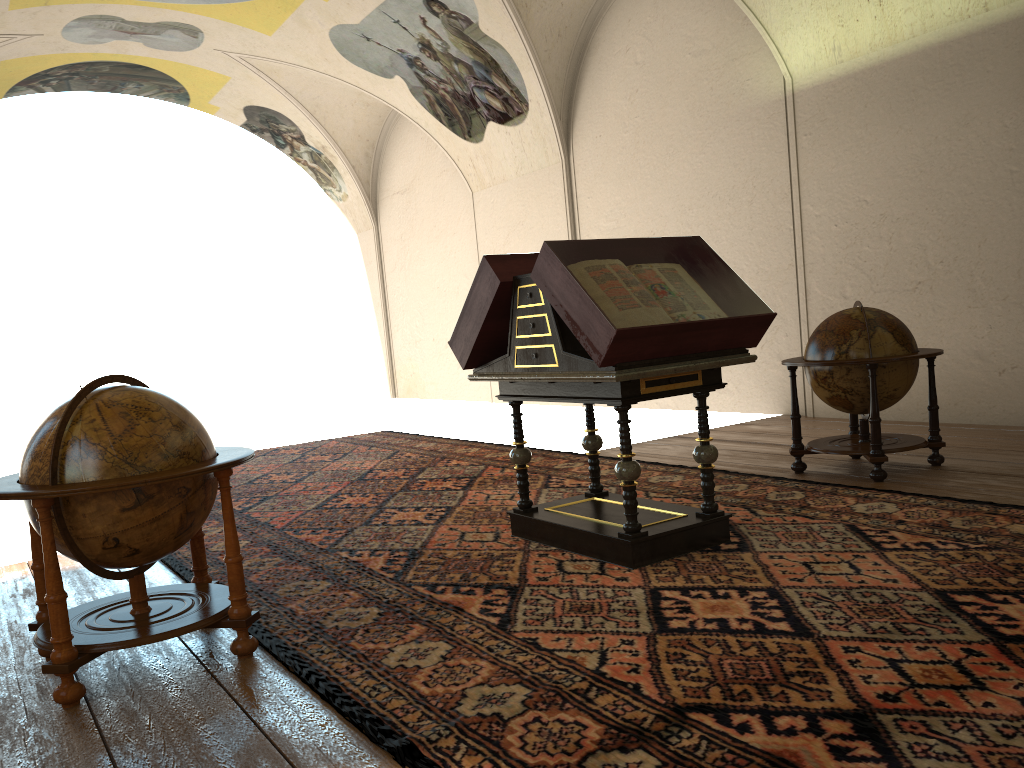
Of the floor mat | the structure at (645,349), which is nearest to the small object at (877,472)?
the floor mat

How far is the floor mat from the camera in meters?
3.1

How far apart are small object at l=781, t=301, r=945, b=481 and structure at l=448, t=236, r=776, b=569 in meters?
1.9

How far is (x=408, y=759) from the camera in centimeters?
308cm

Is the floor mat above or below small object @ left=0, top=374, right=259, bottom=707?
below

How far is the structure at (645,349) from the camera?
4.95m

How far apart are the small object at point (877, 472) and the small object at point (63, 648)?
4.6 meters

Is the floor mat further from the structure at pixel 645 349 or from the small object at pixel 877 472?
the small object at pixel 877 472

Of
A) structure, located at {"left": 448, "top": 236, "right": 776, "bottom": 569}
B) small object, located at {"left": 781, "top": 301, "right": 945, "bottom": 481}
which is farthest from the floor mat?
small object, located at {"left": 781, "top": 301, "right": 945, "bottom": 481}

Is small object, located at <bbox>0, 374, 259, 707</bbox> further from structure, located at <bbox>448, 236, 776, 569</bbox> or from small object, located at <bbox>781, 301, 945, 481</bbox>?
small object, located at <bbox>781, 301, 945, 481</bbox>
